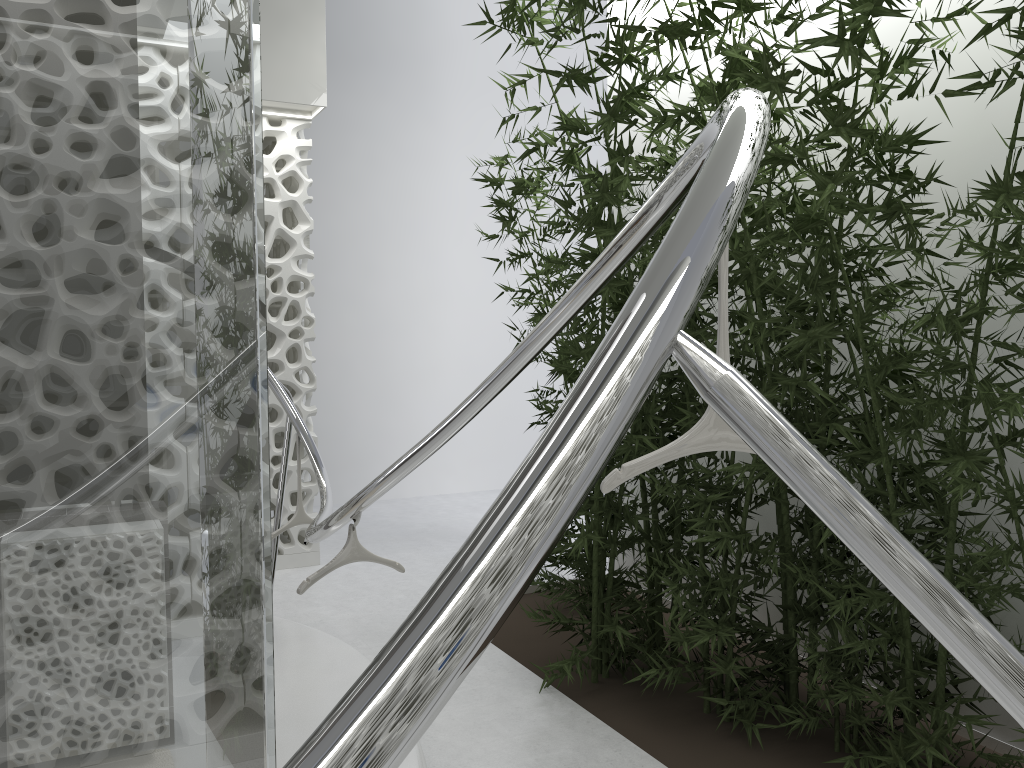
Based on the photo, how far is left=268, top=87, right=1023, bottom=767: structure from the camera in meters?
0.6 m

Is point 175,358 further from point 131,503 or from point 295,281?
point 295,281

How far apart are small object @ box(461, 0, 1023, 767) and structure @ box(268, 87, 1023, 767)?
0.18m

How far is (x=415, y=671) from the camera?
0.61m

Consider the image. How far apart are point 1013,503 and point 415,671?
2.71m

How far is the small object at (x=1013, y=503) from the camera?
2.8m

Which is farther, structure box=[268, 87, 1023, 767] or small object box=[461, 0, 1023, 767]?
small object box=[461, 0, 1023, 767]

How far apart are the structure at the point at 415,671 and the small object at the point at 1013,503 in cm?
18

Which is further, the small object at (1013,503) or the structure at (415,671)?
the small object at (1013,503)
